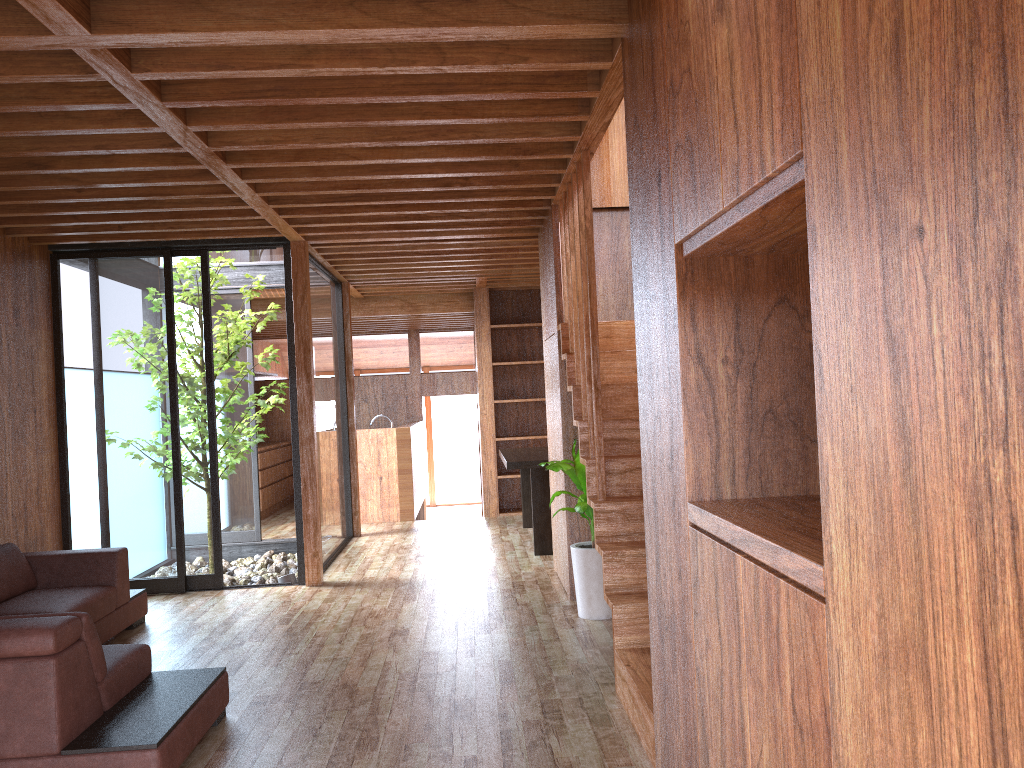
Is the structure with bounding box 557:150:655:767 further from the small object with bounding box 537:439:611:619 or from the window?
the window

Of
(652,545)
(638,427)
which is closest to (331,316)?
(638,427)

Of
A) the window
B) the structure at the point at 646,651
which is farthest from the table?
the structure at the point at 646,651

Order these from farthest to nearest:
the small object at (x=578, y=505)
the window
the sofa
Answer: the window → the small object at (x=578, y=505) → the sofa

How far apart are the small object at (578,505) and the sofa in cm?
184

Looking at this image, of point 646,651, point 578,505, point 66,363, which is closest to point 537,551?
point 578,505

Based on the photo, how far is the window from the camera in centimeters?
586cm

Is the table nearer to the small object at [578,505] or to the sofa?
the small object at [578,505]

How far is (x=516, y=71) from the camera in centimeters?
322cm

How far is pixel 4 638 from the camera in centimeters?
269cm
